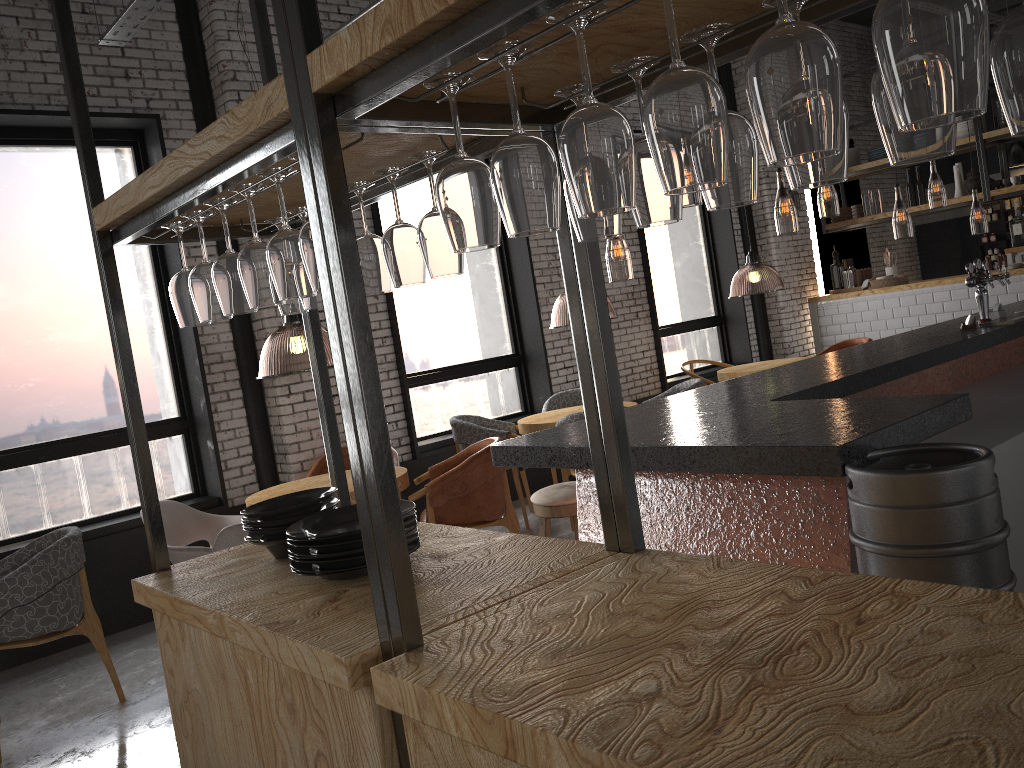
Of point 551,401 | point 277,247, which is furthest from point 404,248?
point 551,401

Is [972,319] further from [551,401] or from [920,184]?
[920,184]

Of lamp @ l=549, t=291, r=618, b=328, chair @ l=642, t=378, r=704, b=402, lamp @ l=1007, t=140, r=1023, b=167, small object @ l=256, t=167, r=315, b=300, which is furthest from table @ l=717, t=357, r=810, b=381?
small object @ l=256, t=167, r=315, b=300

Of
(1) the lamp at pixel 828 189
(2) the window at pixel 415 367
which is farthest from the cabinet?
(2) the window at pixel 415 367

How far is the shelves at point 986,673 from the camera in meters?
1.1 m

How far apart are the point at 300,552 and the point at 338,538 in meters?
0.1

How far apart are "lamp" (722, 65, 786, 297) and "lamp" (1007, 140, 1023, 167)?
3.3m

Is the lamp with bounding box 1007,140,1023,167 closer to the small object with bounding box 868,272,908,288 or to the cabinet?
the cabinet

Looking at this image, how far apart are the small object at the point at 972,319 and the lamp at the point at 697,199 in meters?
13.2 m

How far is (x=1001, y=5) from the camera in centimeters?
1088cm
